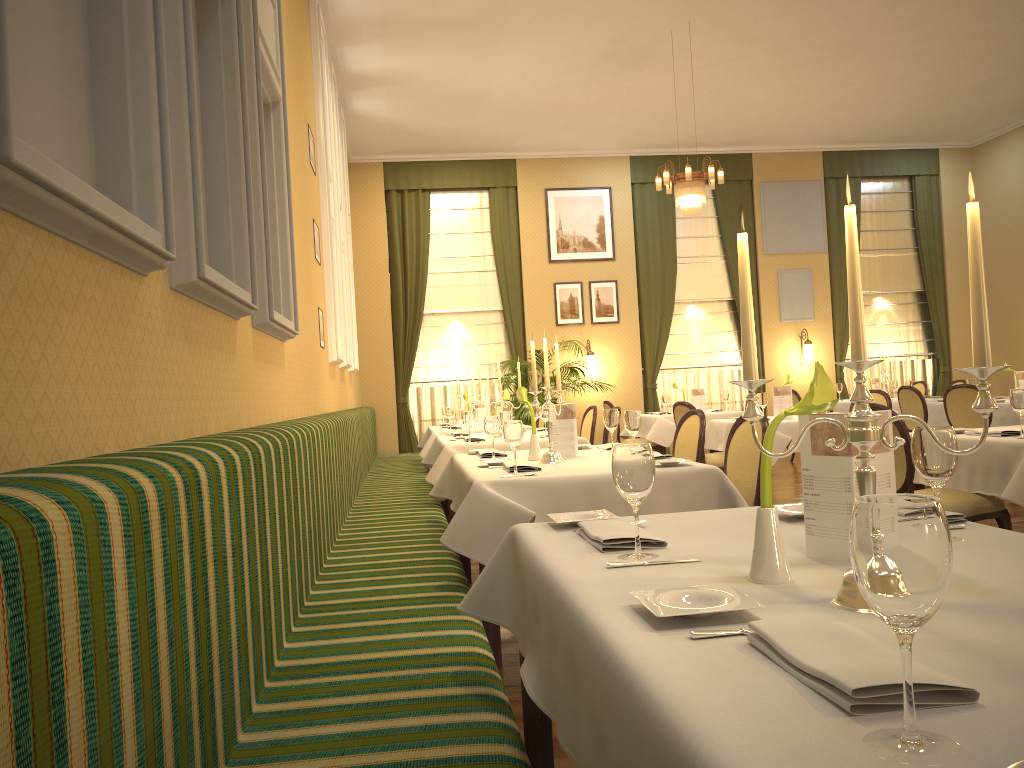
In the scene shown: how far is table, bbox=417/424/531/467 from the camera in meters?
8.9 m

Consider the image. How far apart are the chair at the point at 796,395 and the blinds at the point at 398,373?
3.7m

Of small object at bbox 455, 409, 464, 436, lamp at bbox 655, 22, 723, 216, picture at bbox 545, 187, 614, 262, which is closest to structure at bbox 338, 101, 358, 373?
small object at bbox 455, 409, 464, 436

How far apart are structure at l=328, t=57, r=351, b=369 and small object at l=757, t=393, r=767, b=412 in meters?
3.8

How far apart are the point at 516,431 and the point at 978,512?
2.2 meters

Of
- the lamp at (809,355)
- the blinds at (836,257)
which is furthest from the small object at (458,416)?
the blinds at (836,257)

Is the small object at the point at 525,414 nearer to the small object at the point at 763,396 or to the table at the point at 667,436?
the table at the point at 667,436

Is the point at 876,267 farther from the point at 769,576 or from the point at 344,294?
the point at 769,576

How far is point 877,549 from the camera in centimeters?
79cm

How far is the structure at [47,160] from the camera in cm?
140
